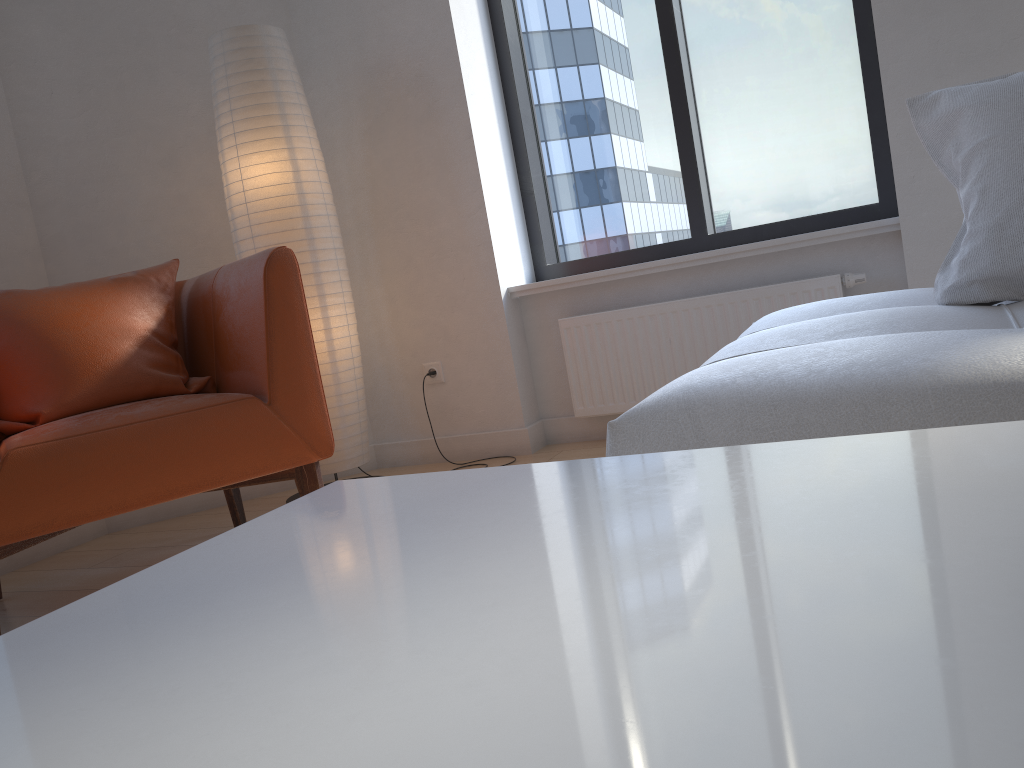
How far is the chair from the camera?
1.89m

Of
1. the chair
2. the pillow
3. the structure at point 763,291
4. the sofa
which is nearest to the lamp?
the chair

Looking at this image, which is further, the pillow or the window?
the window

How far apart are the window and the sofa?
1.19m

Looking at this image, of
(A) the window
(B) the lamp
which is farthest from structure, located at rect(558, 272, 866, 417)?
(B) the lamp

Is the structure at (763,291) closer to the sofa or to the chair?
the sofa

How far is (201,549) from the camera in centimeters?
63cm

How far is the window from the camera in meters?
3.0

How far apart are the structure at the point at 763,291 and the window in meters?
0.3

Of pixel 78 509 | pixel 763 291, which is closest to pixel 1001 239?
pixel 763 291
